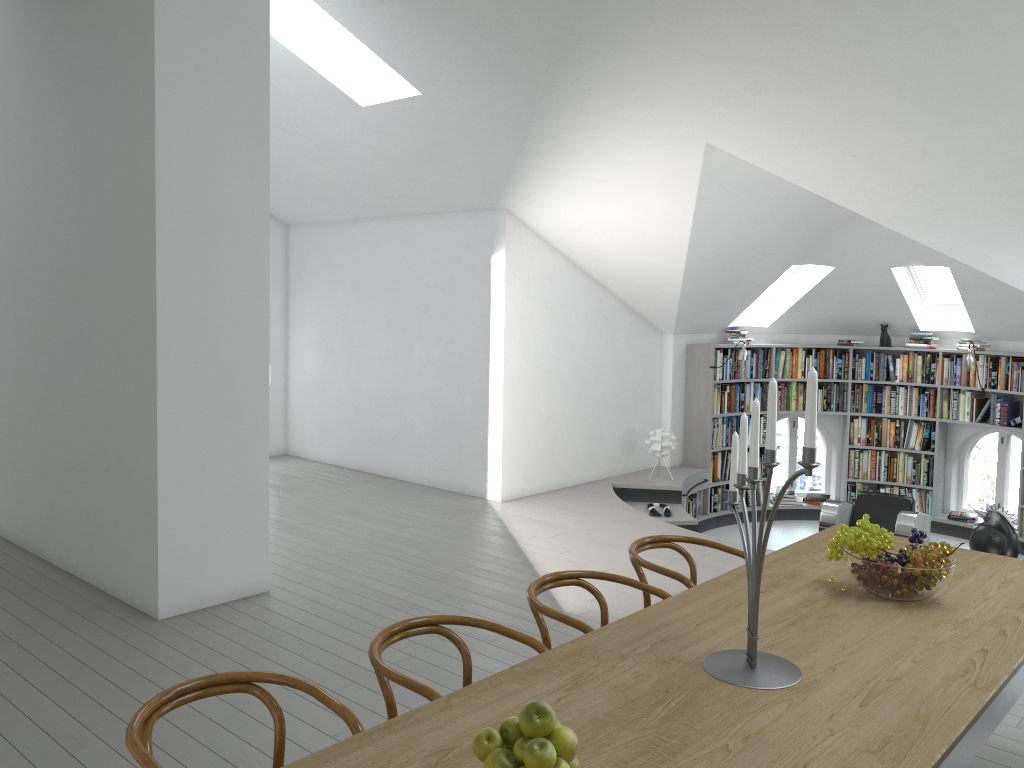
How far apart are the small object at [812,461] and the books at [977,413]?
7.95m

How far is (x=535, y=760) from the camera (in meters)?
1.65

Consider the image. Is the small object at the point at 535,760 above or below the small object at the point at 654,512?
above

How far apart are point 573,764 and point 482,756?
0.18m

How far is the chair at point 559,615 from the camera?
3.13m

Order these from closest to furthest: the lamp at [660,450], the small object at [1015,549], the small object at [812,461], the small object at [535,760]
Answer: the small object at [535,760]
the small object at [812,461]
the small object at [1015,549]
the lamp at [660,450]

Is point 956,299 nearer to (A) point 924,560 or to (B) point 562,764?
(A) point 924,560

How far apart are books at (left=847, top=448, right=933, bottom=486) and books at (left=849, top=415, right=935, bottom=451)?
0.1 meters

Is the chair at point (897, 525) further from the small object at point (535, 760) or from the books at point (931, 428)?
the small object at point (535, 760)

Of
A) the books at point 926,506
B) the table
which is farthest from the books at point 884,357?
the table
